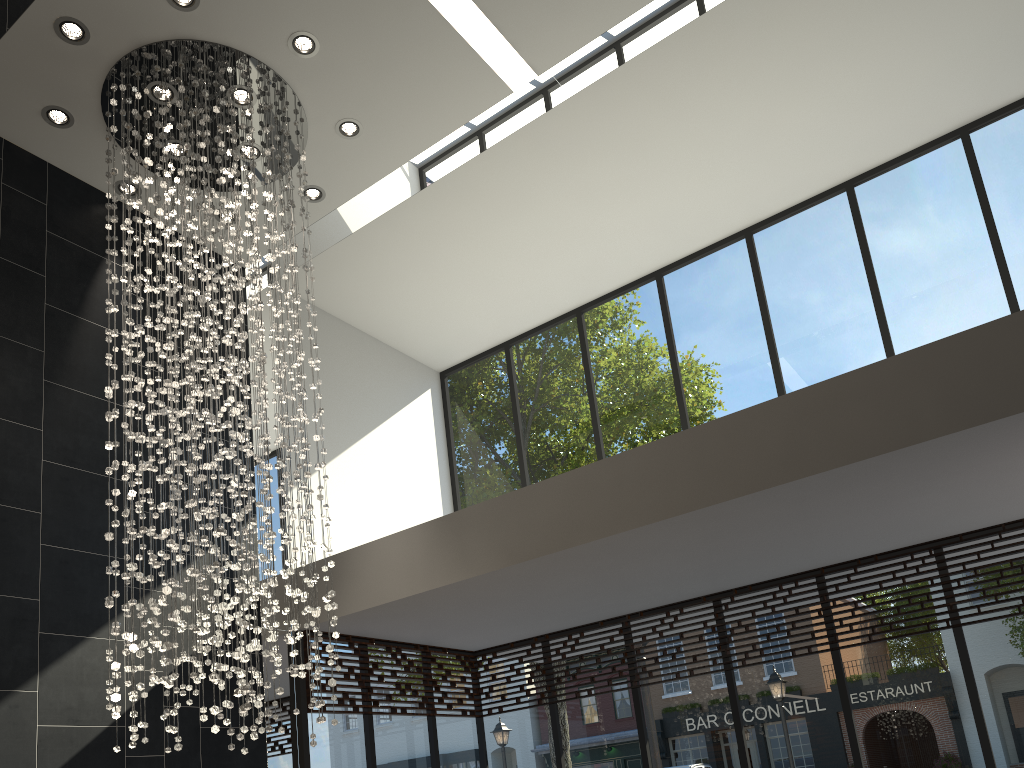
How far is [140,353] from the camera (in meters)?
4.89

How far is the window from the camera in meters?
6.1 m

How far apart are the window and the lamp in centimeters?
120cm

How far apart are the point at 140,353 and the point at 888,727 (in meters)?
5.54

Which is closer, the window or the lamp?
the lamp

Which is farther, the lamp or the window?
the window

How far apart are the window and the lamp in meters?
1.2 m

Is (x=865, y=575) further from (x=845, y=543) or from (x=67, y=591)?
(x=67, y=591)

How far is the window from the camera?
6.1m

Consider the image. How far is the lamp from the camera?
4.9m
